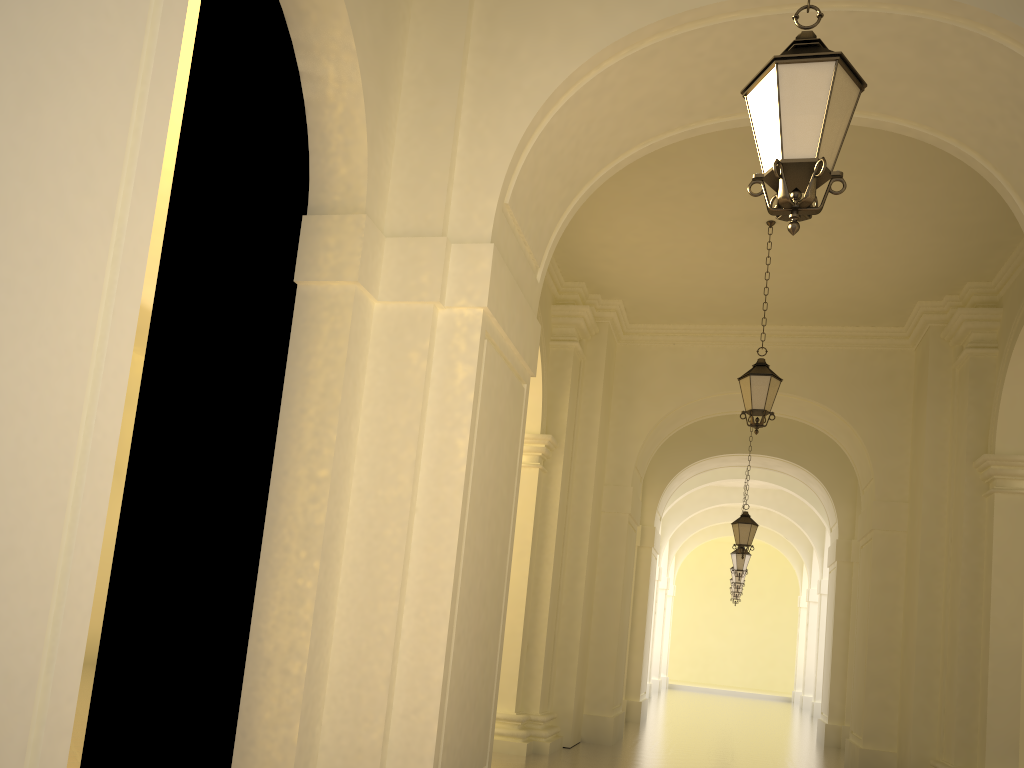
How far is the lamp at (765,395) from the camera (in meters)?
9.93

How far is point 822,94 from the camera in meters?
3.7

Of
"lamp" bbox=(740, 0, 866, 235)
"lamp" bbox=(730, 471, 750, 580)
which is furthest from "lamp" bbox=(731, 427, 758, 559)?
"lamp" bbox=(740, 0, 866, 235)

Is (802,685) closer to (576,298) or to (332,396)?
(576,298)

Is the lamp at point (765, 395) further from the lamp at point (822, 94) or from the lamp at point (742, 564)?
the lamp at point (742, 564)

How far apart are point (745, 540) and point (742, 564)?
5.0 meters

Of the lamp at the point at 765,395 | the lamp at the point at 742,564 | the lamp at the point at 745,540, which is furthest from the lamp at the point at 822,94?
the lamp at the point at 742,564

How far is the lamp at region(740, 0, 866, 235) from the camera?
3.7m

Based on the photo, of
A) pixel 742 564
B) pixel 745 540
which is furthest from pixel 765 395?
pixel 742 564

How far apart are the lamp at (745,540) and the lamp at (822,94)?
12.6m
